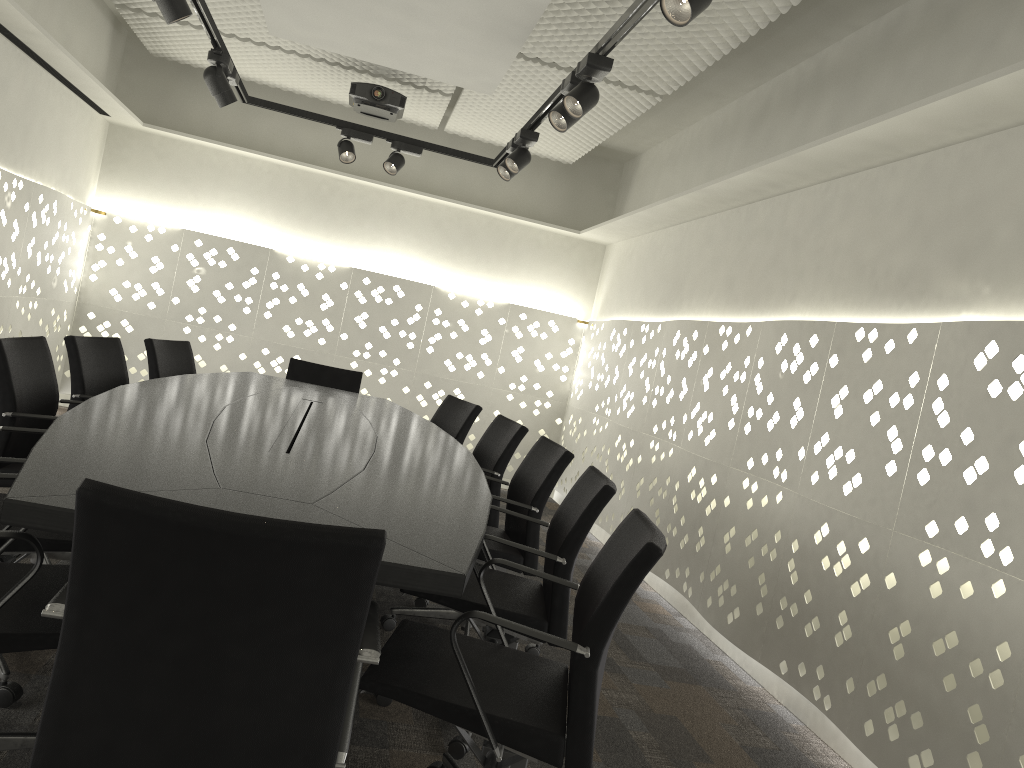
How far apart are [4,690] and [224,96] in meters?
2.9

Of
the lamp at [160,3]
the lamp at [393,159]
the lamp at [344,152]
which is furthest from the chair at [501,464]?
the lamp at [160,3]

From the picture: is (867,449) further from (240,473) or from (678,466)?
(240,473)

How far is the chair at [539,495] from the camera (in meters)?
3.02

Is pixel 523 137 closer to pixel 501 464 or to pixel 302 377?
pixel 501 464

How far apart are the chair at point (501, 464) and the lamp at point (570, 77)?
1.21m

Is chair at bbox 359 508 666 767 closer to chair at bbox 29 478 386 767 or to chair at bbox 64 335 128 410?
chair at bbox 29 478 386 767

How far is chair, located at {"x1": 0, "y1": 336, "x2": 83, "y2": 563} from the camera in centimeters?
267cm

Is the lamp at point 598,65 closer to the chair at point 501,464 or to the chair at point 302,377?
the chair at point 501,464

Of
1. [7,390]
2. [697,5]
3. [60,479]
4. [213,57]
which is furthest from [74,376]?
[697,5]
